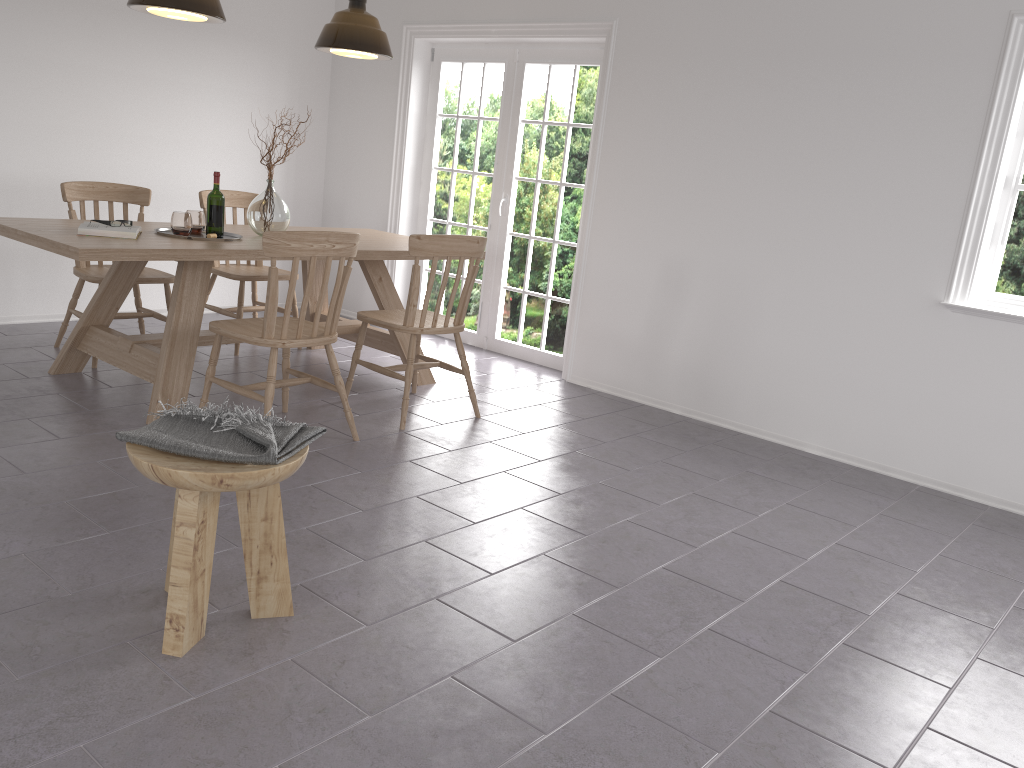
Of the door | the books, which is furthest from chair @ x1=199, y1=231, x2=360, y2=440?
the door

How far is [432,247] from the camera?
4.0m

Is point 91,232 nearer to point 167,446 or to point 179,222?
point 179,222

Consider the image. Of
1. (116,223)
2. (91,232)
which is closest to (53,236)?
(91,232)

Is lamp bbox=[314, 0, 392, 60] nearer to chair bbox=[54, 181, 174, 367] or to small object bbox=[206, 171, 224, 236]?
small object bbox=[206, 171, 224, 236]

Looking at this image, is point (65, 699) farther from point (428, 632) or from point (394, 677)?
point (428, 632)

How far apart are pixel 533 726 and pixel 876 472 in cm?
287

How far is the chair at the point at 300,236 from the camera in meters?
3.4 m

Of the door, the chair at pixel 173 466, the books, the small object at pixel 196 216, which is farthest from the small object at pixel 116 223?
Result: the door

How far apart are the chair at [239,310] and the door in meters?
1.3
